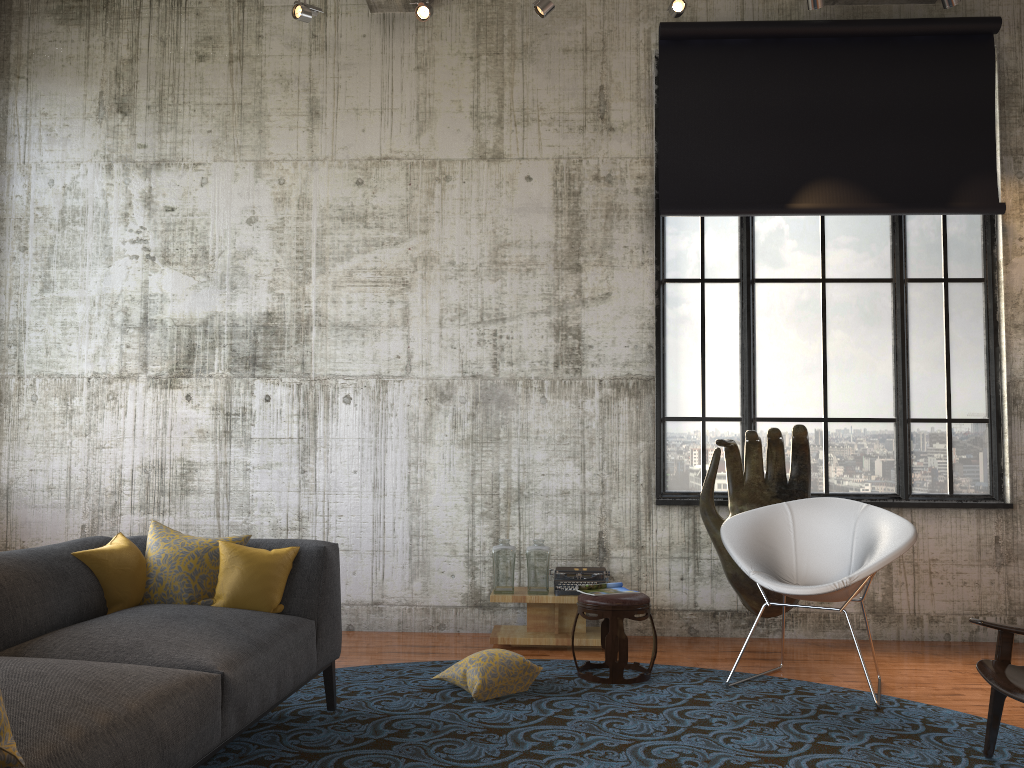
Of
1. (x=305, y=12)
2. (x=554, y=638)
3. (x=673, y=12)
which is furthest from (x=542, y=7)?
(x=554, y=638)

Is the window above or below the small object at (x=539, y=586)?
above

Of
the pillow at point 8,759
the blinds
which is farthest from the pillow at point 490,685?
the blinds

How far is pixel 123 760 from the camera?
2.2 meters

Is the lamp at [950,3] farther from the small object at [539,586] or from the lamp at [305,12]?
the small object at [539,586]

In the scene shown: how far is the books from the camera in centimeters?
510cm

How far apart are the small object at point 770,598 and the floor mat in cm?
77

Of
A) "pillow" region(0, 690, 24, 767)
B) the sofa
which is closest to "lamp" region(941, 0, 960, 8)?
the sofa

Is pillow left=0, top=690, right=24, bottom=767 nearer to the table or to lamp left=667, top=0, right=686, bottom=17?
the table

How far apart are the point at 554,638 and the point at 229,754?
2.6m
